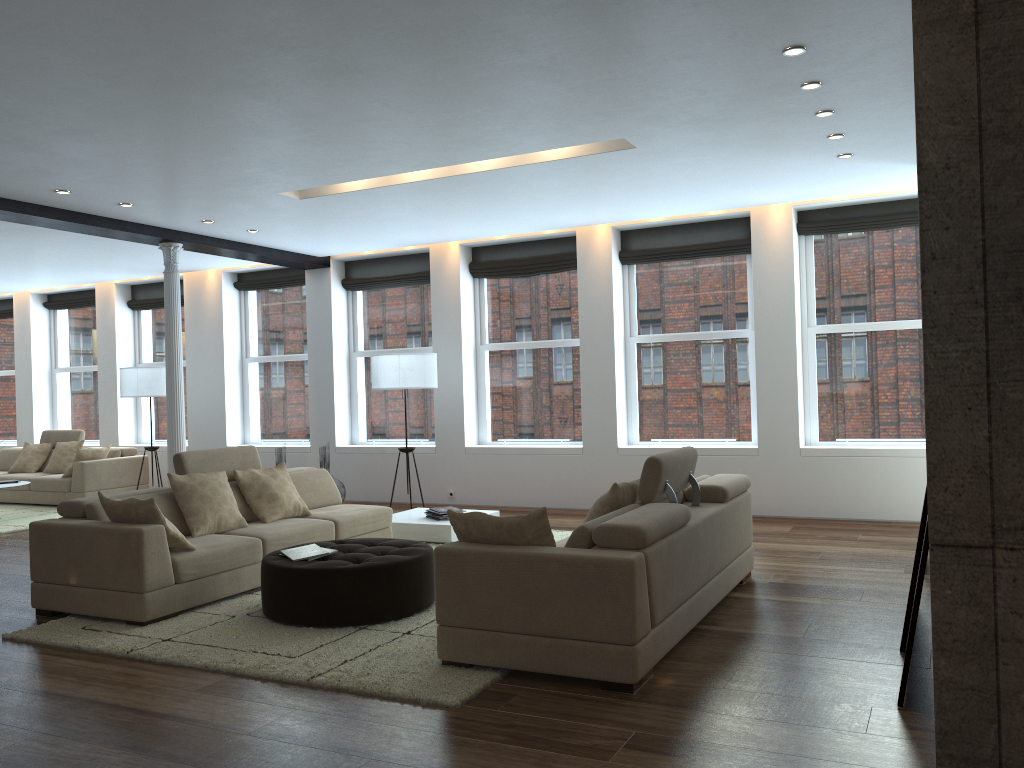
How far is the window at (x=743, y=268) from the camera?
9.10m

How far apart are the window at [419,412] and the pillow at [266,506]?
3.7 meters

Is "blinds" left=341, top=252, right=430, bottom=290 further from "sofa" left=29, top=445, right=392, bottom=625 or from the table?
"sofa" left=29, top=445, right=392, bottom=625

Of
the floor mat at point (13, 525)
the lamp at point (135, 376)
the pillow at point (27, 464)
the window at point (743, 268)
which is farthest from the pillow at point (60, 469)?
the window at point (743, 268)

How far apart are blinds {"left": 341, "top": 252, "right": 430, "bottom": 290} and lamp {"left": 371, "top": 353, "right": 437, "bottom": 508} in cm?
162

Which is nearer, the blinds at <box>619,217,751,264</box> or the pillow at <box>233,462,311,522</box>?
the pillow at <box>233,462,311,522</box>

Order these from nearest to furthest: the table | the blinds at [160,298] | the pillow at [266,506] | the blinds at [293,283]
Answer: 1. the pillow at [266,506]
2. the table
3. the blinds at [293,283]
4. the blinds at [160,298]

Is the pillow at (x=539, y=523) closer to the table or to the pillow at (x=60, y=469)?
the table

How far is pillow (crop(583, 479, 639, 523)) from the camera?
4.7 meters

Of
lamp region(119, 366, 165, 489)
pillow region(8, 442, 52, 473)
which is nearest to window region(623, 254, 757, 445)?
lamp region(119, 366, 165, 489)
